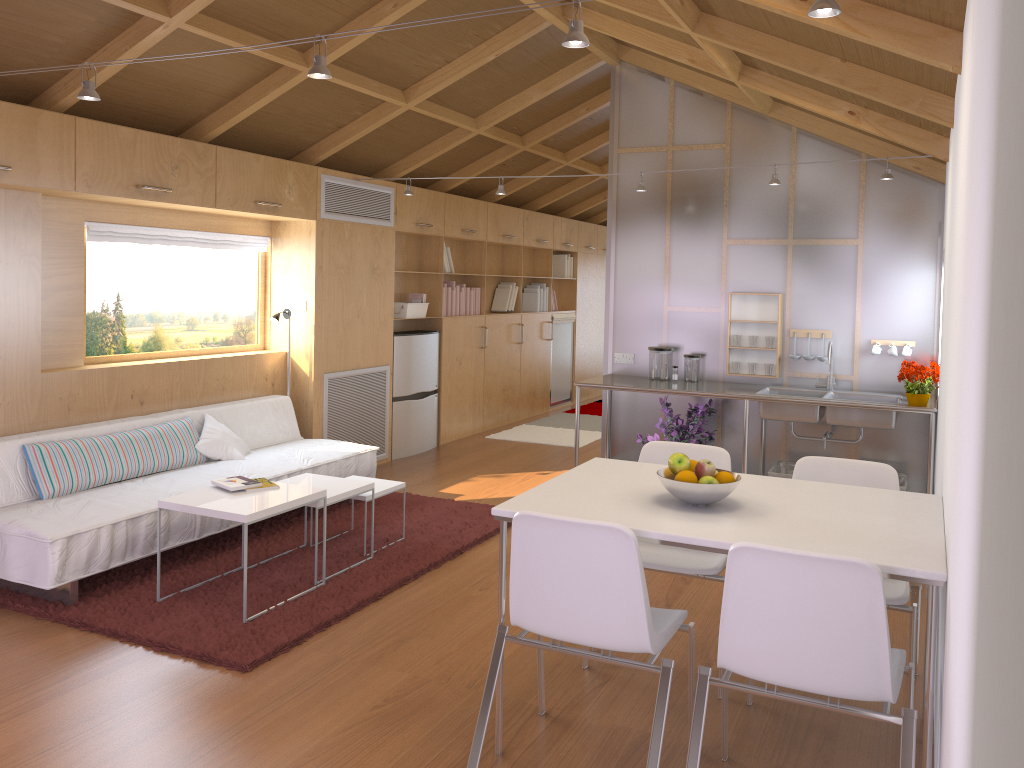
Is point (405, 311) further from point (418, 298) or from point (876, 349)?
point (876, 349)

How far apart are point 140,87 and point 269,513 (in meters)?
2.33

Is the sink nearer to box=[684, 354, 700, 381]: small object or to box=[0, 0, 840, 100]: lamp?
box=[684, 354, 700, 381]: small object

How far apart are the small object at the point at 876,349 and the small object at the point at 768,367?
0.64m

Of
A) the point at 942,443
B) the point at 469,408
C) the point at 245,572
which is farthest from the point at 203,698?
the point at 469,408

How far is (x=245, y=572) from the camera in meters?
3.6

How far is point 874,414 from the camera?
5.0m

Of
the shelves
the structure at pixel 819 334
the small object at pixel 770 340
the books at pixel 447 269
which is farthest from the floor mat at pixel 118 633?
the books at pixel 447 269

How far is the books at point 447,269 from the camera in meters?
7.6 m

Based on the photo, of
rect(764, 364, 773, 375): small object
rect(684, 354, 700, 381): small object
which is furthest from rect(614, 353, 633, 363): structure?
rect(764, 364, 773, 375): small object
